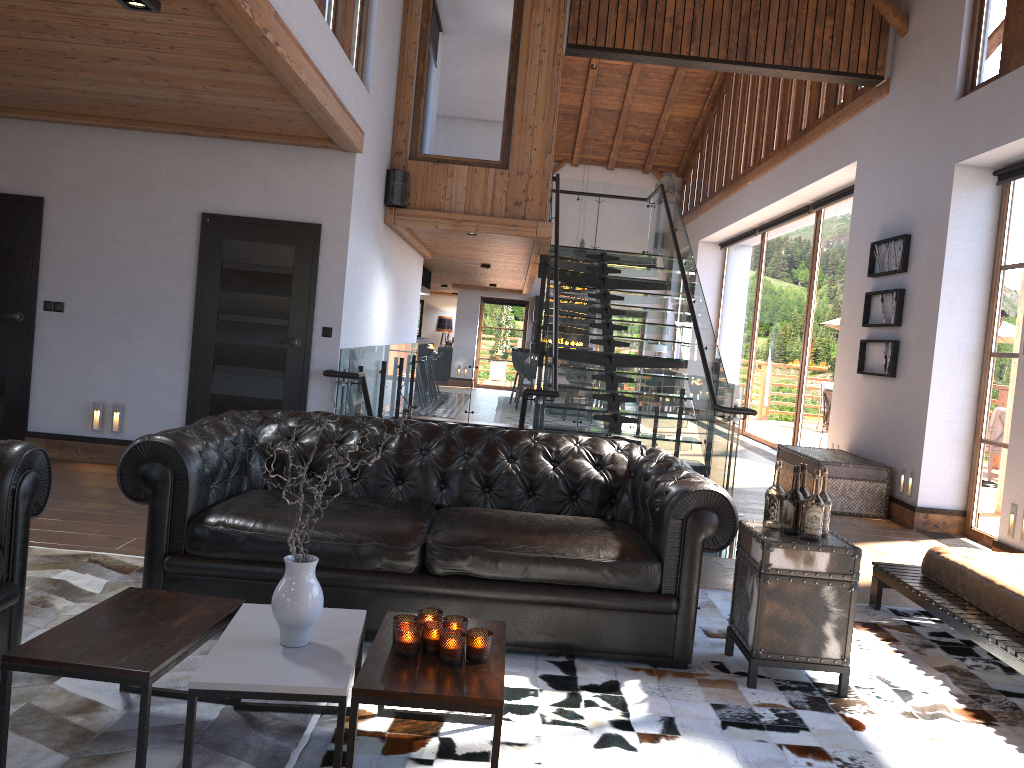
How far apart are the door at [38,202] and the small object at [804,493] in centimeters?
611cm

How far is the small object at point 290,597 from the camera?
2.55m

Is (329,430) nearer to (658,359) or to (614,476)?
(614,476)

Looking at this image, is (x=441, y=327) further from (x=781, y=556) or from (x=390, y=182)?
(x=781, y=556)

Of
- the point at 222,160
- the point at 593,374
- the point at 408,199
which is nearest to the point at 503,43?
the point at 408,199

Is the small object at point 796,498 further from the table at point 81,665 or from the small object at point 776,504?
the table at point 81,665

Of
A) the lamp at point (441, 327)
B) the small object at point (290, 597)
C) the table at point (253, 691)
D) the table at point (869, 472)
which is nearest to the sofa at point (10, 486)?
the table at point (253, 691)

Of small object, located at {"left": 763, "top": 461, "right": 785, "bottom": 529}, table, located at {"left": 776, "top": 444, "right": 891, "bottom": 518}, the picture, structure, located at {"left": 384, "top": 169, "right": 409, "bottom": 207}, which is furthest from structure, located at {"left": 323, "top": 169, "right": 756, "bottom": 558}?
small object, located at {"left": 763, "top": 461, "right": 785, "bottom": 529}

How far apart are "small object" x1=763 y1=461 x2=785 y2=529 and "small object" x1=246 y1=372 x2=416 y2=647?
1.98m

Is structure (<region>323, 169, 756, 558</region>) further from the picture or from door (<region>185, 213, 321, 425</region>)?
the picture
